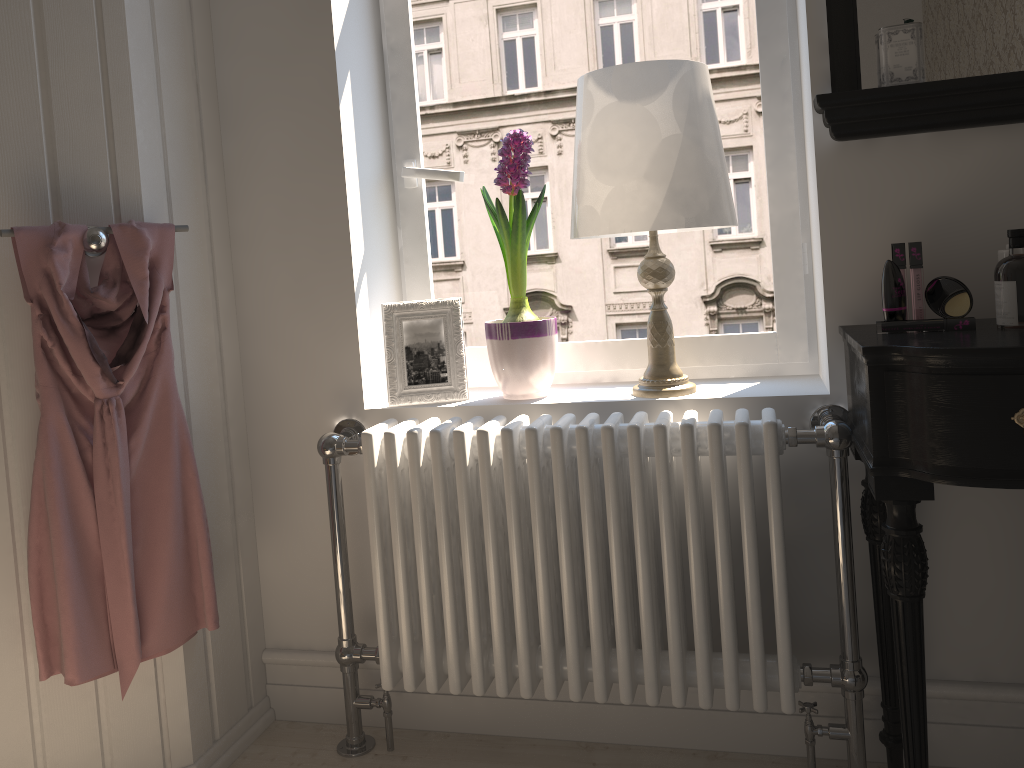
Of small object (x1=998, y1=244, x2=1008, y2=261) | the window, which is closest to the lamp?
the window

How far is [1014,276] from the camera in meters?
1.4 m

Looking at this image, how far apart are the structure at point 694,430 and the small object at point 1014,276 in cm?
30

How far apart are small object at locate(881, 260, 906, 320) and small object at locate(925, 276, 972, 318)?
0.05m

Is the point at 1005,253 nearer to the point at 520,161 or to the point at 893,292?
the point at 893,292

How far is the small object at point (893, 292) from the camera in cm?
149

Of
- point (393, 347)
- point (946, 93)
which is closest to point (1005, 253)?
point (946, 93)

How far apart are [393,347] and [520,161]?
0.5 meters

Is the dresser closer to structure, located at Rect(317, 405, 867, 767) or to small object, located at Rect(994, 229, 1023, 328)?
structure, located at Rect(317, 405, 867, 767)

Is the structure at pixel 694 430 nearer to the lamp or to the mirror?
the lamp
